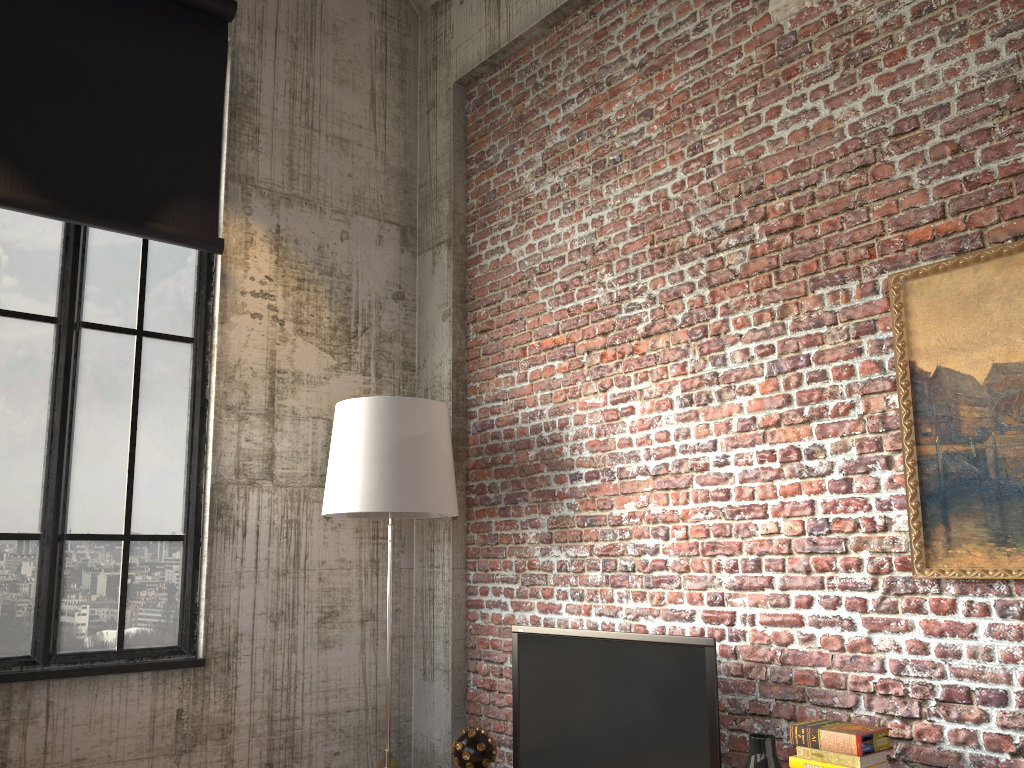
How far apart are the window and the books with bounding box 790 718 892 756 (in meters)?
2.93

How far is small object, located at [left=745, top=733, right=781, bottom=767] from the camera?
3.1m

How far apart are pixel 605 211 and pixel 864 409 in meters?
1.8 m

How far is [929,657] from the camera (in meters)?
2.97

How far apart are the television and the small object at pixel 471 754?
0.26m

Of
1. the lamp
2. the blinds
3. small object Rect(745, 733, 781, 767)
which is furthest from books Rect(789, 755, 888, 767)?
the blinds

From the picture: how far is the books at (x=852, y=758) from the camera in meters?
2.8 m

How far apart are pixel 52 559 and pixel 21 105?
2.2m

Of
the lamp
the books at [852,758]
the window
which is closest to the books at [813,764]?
the books at [852,758]

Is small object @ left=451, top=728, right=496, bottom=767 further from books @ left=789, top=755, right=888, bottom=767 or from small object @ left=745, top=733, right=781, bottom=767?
books @ left=789, top=755, right=888, bottom=767
